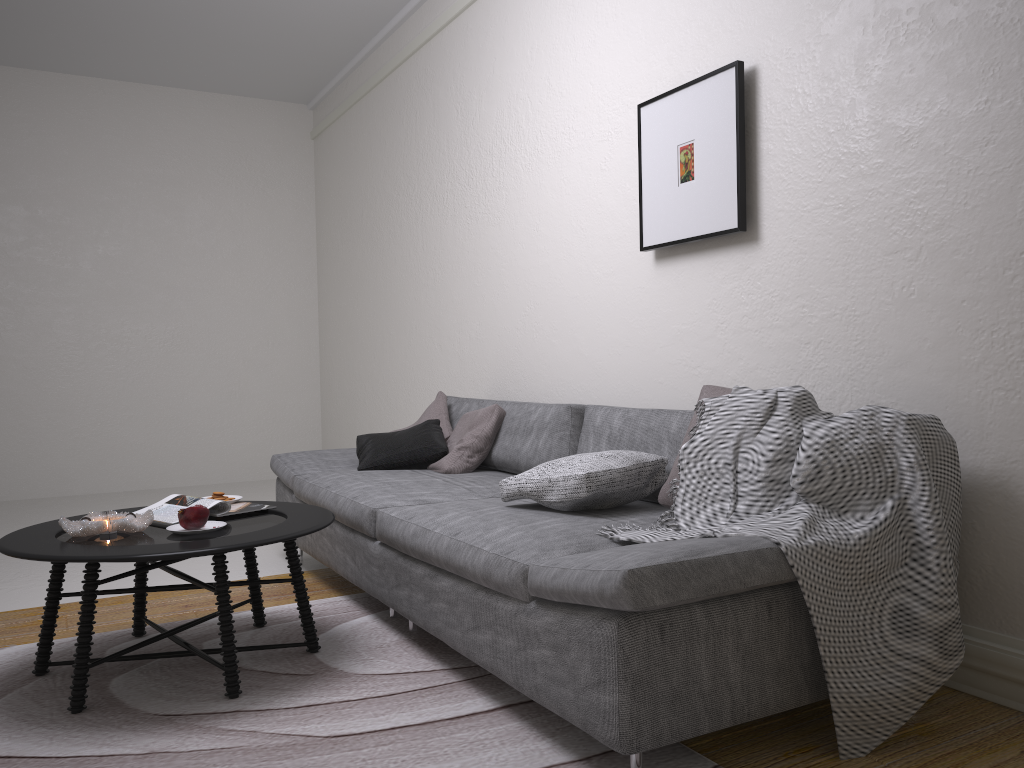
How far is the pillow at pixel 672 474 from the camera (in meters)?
2.58

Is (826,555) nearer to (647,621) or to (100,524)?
(647,621)

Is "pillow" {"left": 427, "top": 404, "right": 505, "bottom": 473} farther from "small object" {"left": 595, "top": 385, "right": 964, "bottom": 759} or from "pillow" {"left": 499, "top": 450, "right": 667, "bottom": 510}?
"small object" {"left": 595, "top": 385, "right": 964, "bottom": 759}

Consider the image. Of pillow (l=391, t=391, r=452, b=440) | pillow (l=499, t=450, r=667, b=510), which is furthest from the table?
pillow (l=391, t=391, r=452, b=440)

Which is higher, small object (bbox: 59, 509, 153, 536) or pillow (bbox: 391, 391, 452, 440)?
pillow (bbox: 391, 391, 452, 440)

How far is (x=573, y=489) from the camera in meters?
2.6 m

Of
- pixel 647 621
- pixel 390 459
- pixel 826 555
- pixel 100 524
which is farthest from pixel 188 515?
pixel 826 555

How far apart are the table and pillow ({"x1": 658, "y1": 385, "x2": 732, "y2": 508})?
1.0m

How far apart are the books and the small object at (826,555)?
1.3m

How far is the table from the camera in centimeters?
234cm
